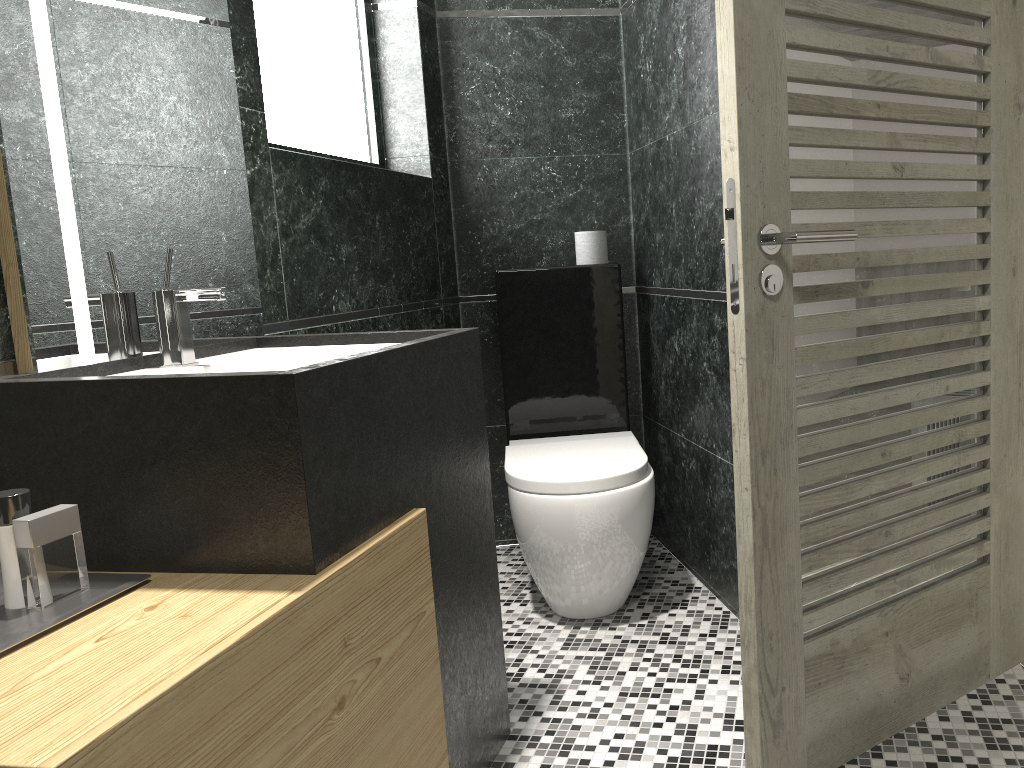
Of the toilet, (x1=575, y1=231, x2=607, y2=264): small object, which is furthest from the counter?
(x1=575, y1=231, x2=607, y2=264): small object

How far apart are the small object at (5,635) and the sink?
0.5m

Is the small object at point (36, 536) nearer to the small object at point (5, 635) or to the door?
the small object at point (5, 635)

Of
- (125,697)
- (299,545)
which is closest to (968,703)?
(299,545)

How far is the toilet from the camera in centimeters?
270cm

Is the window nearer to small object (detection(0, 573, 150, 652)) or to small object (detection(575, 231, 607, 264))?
small object (detection(575, 231, 607, 264))

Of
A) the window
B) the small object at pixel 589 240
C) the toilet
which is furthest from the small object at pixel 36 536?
the small object at pixel 589 240

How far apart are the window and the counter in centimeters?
133cm

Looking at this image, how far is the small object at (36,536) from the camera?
1.37m

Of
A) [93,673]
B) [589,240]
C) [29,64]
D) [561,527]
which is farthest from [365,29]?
[93,673]
